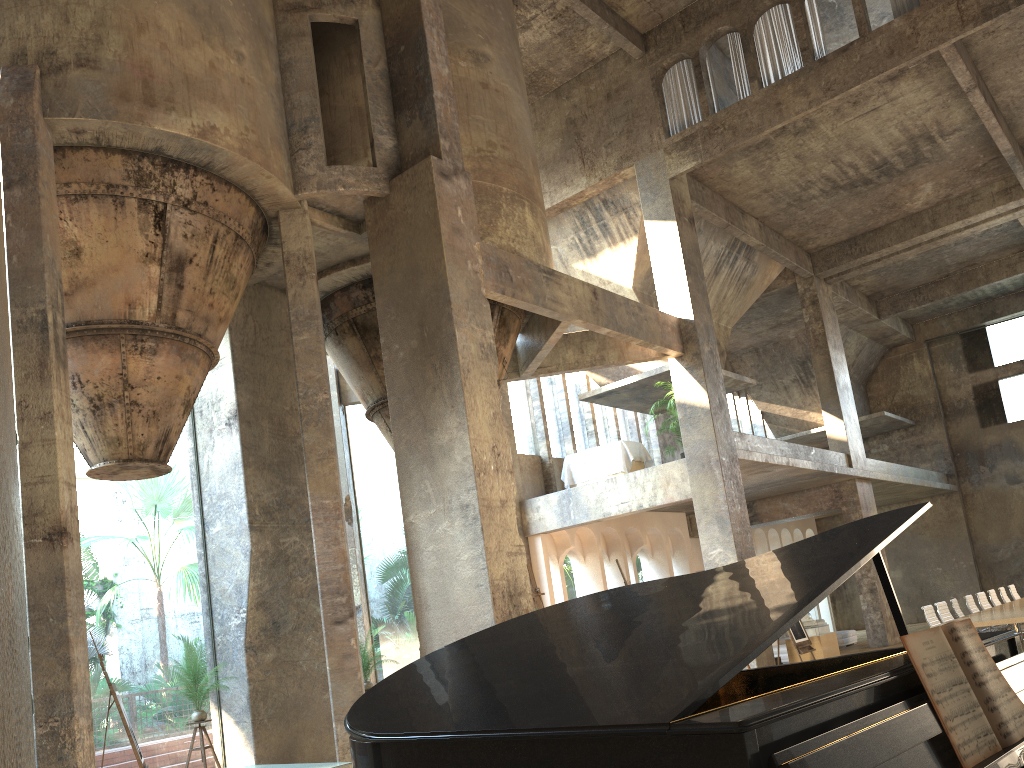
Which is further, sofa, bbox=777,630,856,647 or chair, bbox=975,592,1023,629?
sofa, bbox=777,630,856,647

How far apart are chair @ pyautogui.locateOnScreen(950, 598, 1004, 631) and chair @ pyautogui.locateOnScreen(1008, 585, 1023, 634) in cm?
450

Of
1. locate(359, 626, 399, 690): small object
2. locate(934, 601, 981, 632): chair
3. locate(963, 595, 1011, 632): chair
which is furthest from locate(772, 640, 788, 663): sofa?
locate(359, 626, 399, 690): small object

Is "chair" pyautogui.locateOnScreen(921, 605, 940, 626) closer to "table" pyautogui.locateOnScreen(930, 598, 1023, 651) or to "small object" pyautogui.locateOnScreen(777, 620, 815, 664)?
"table" pyautogui.locateOnScreen(930, 598, 1023, 651)

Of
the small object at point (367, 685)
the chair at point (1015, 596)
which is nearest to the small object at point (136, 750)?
the small object at point (367, 685)

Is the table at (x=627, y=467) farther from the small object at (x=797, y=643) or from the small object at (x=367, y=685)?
the small object at (x=367, y=685)

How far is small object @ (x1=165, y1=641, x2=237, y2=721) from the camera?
9.8m

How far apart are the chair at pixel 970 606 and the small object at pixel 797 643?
2.7m

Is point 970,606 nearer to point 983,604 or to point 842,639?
point 983,604

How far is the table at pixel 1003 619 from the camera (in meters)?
10.88
